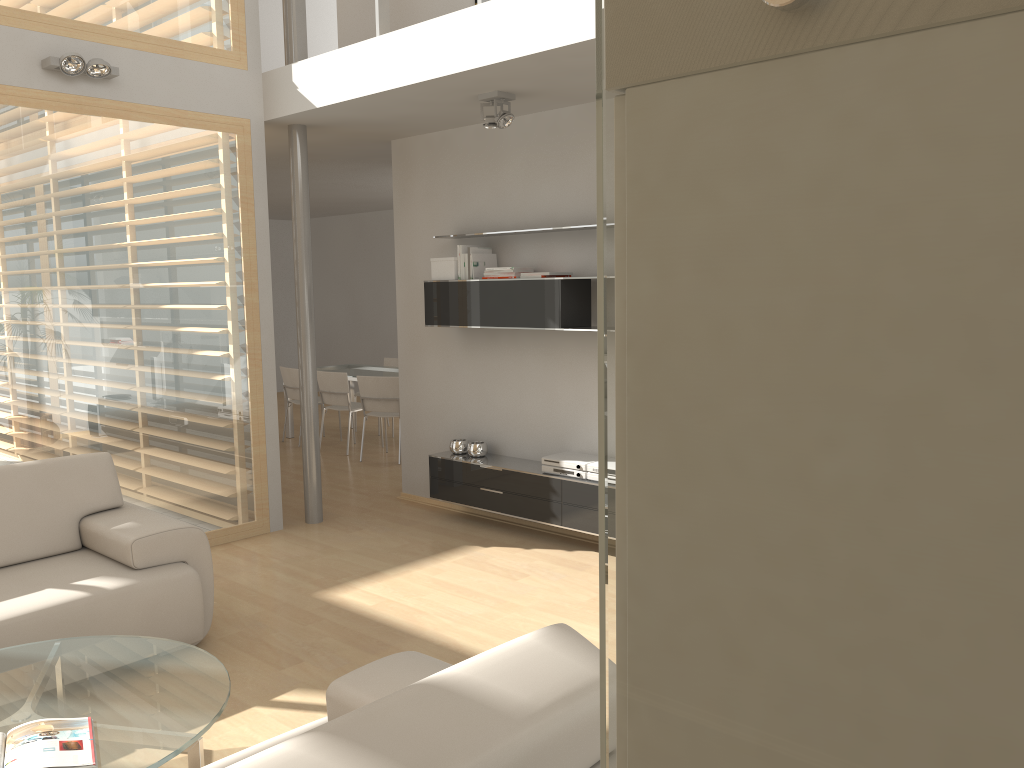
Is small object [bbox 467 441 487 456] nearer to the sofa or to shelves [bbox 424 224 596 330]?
shelves [bbox 424 224 596 330]

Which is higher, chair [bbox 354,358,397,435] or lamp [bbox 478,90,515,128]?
lamp [bbox 478,90,515,128]

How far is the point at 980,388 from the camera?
0.3 meters

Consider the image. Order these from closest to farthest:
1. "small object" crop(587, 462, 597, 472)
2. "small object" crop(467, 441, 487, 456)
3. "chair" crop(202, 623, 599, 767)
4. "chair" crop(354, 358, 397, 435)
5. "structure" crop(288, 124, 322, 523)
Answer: "chair" crop(202, 623, 599, 767), "small object" crop(587, 462, 597, 472), "structure" crop(288, 124, 322, 523), "small object" crop(467, 441, 487, 456), "chair" crop(354, 358, 397, 435)

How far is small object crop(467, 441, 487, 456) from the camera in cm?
601

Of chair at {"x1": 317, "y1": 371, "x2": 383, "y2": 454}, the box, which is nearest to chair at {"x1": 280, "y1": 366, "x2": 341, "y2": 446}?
chair at {"x1": 317, "y1": 371, "x2": 383, "y2": 454}

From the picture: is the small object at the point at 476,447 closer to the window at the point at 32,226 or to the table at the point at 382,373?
the window at the point at 32,226

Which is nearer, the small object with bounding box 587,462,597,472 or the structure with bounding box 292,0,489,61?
the structure with bounding box 292,0,489,61

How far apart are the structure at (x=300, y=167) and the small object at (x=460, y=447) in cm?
93

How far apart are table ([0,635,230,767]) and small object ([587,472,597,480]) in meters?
2.7 m
